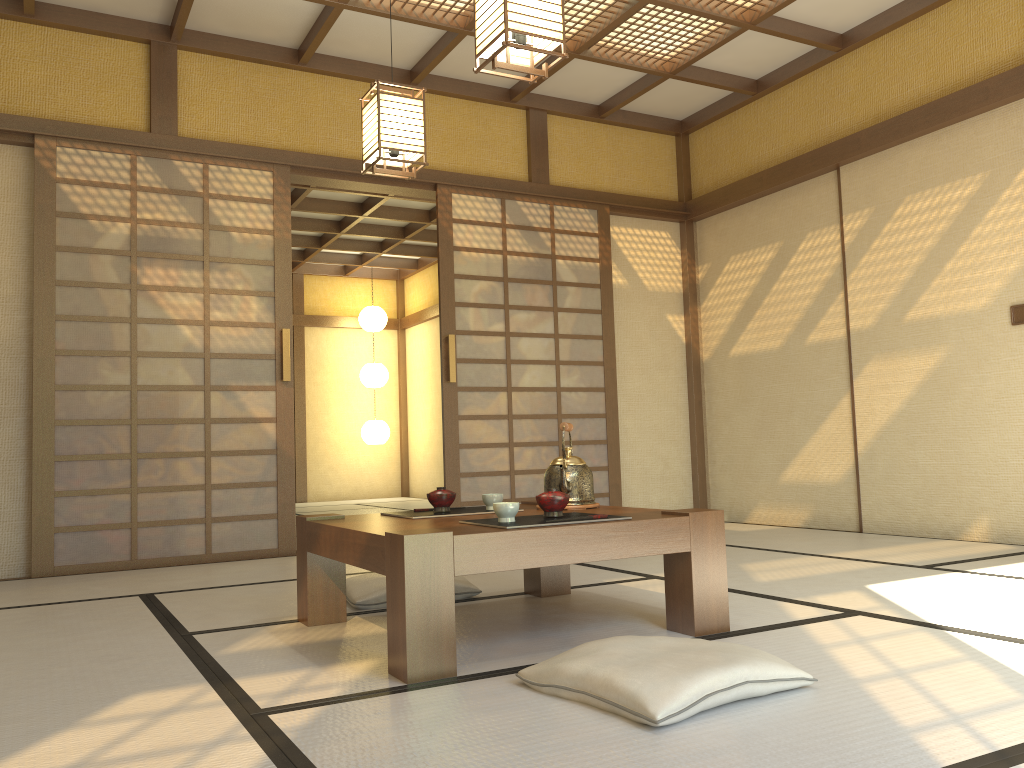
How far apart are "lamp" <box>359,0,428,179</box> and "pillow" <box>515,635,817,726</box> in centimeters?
244cm

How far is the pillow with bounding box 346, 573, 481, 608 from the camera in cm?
316

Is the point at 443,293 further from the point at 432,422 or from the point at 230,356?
the point at 432,422

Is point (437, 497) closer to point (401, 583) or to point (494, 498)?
point (494, 498)

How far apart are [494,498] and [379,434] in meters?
8.1 m

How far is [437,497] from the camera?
2.9 meters

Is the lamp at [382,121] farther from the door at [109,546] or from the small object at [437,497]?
the small object at [437,497]

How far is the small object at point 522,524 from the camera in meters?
2.4 m

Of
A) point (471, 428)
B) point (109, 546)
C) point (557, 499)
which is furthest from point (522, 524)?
point (471, 428)

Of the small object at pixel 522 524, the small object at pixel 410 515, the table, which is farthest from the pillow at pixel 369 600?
the small object at pixel 522 524
